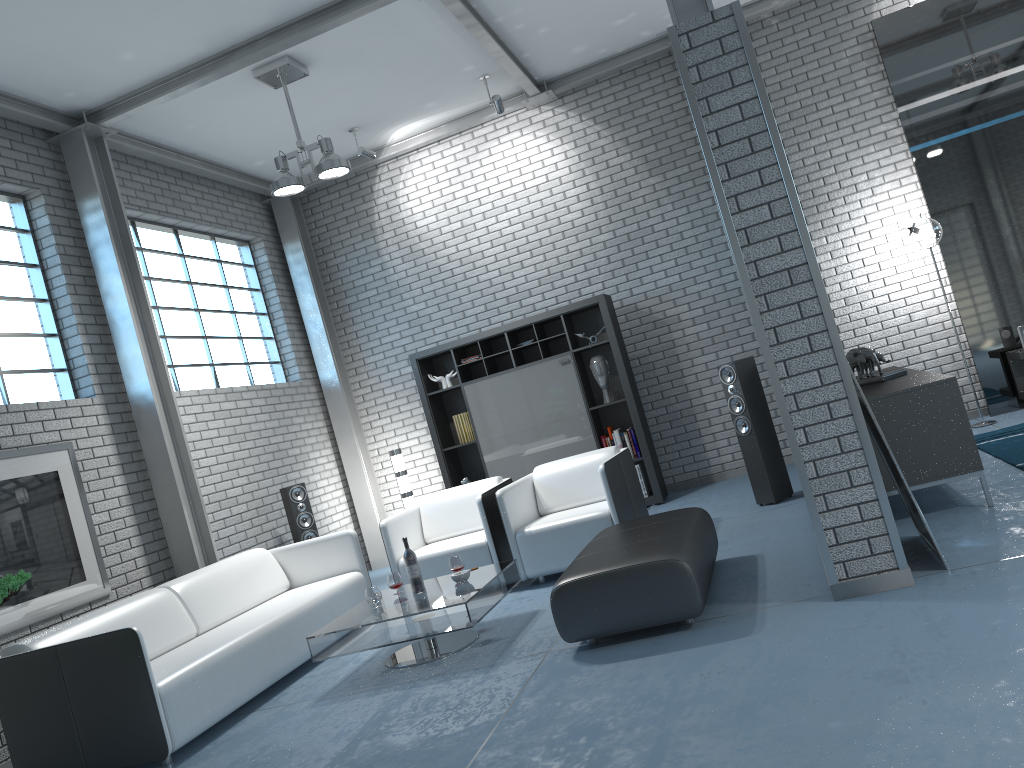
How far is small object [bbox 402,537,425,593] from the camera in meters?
4.9

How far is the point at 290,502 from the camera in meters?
7.2

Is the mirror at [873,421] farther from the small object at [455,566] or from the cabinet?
the small object at [455,566]

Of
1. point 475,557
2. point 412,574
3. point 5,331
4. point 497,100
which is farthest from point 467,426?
point 5,331

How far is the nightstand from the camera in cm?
694

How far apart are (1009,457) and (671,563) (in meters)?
2.95

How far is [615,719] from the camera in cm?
305

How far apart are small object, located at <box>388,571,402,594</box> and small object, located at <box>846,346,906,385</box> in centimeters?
312cm

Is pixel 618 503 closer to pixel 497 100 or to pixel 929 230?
pixel 929 230

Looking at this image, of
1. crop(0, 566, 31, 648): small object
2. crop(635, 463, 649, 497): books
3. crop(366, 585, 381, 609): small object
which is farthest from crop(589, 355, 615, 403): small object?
crop(0, 566, 31, 648): small object
